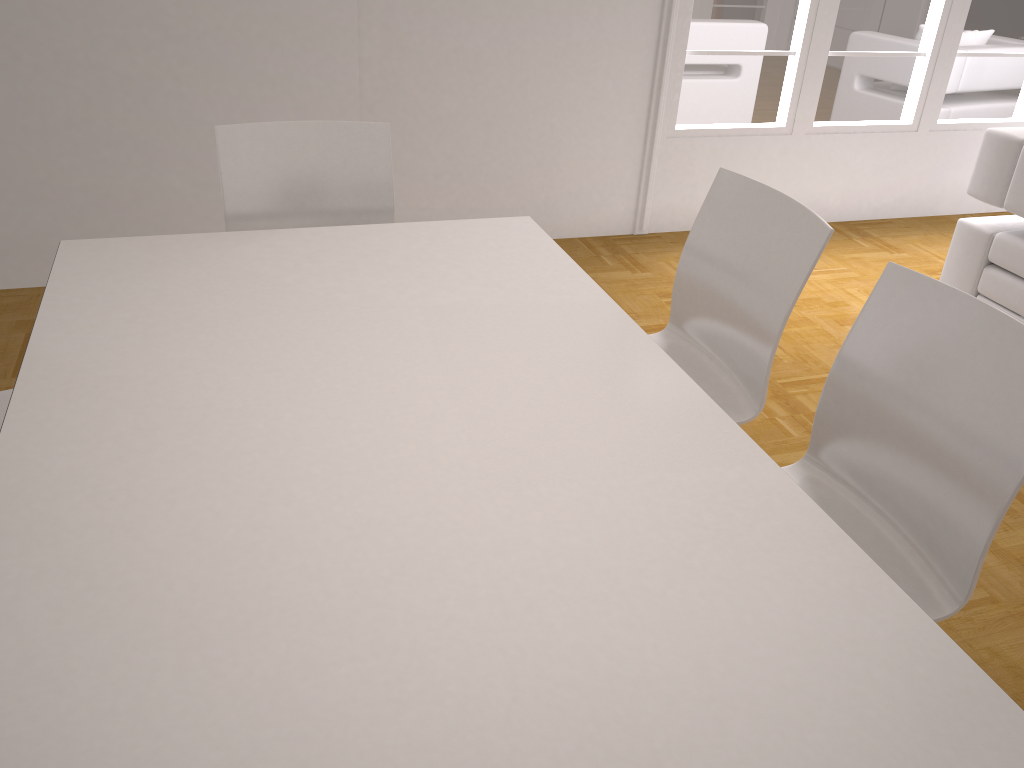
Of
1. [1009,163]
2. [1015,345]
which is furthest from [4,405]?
[1009,163]

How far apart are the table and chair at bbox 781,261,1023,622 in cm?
35

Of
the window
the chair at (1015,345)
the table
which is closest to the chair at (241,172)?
the table

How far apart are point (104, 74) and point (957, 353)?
3.1m

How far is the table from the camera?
1.0 meters

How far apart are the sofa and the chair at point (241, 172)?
2.26m

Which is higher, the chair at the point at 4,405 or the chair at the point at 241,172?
the chair at the point at 241,172

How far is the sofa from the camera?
3.2 meters

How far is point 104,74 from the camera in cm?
329

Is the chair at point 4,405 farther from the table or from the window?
the window
